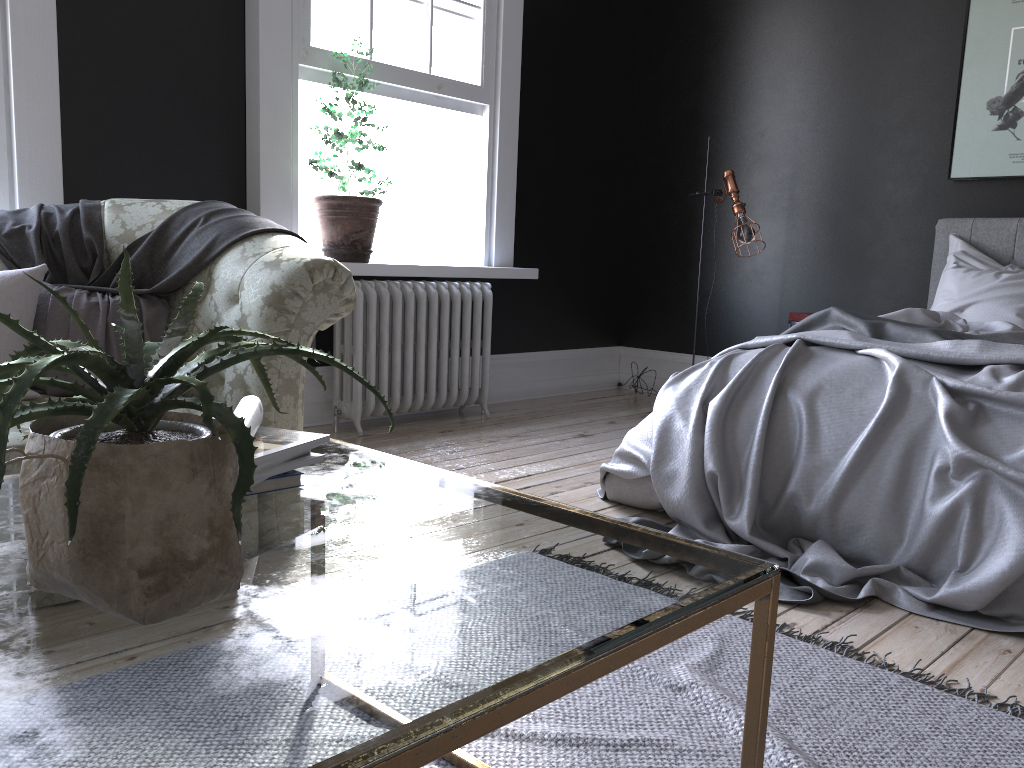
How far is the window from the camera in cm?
467

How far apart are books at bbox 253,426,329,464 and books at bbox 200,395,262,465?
0.03m

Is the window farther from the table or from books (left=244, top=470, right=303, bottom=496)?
books (left=244, top=470, right=303, bottom=496)

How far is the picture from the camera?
4.91m

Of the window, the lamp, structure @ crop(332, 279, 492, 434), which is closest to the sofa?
structure @ crop(332, 279, 492, 434)

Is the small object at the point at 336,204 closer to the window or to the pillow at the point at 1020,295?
the window

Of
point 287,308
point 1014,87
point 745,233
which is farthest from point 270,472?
point 1014,87

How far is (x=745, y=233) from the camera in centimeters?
524cm

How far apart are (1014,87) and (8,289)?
5.04m

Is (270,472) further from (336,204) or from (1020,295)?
(1020,295)
